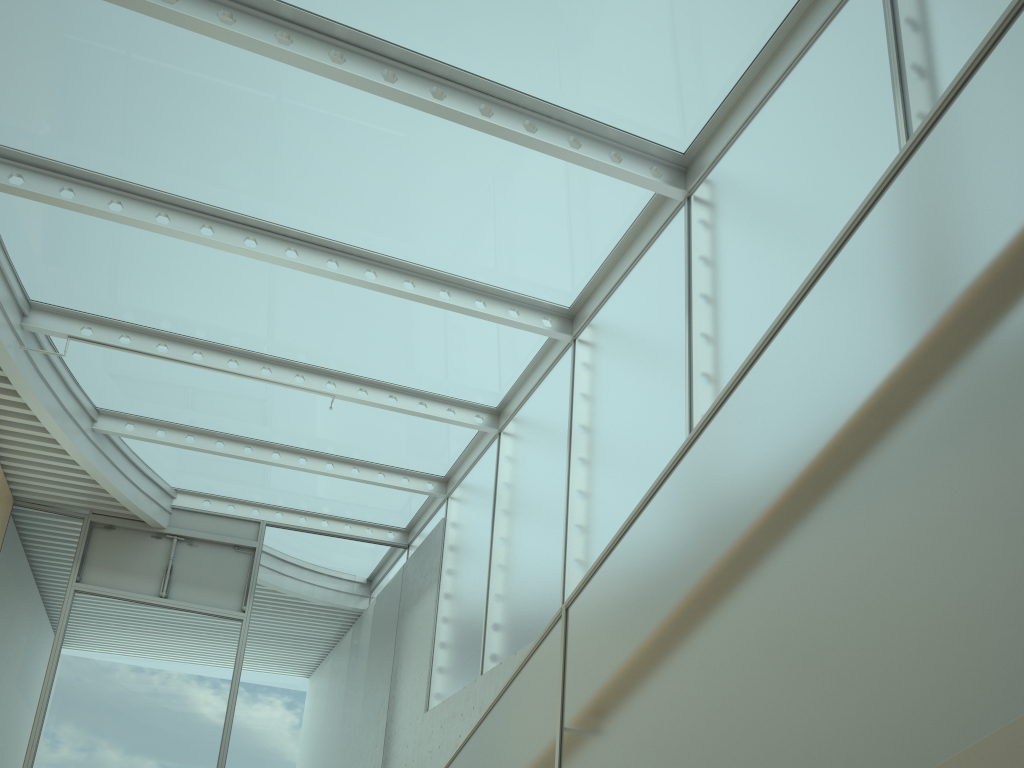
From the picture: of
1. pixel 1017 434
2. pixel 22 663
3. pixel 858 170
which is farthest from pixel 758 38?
pixel 22 663

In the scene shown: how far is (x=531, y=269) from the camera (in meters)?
7.23

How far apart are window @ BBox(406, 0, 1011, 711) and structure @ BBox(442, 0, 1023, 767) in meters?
2.9 m

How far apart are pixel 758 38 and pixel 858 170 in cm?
150

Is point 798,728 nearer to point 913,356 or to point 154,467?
point 913,356

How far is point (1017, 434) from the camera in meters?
1.1 m

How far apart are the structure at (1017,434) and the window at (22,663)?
7.64m

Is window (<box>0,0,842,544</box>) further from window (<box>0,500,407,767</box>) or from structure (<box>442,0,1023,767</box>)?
structure (<box>442,0,1023,767</box>)

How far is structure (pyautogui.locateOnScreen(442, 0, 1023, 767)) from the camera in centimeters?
114cm

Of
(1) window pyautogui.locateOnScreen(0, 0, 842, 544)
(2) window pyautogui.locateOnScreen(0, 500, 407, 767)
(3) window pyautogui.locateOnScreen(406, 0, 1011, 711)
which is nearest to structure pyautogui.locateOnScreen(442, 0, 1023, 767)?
(3) window pyautogui.locateOnScreen(406, 0, 1011, 711)
